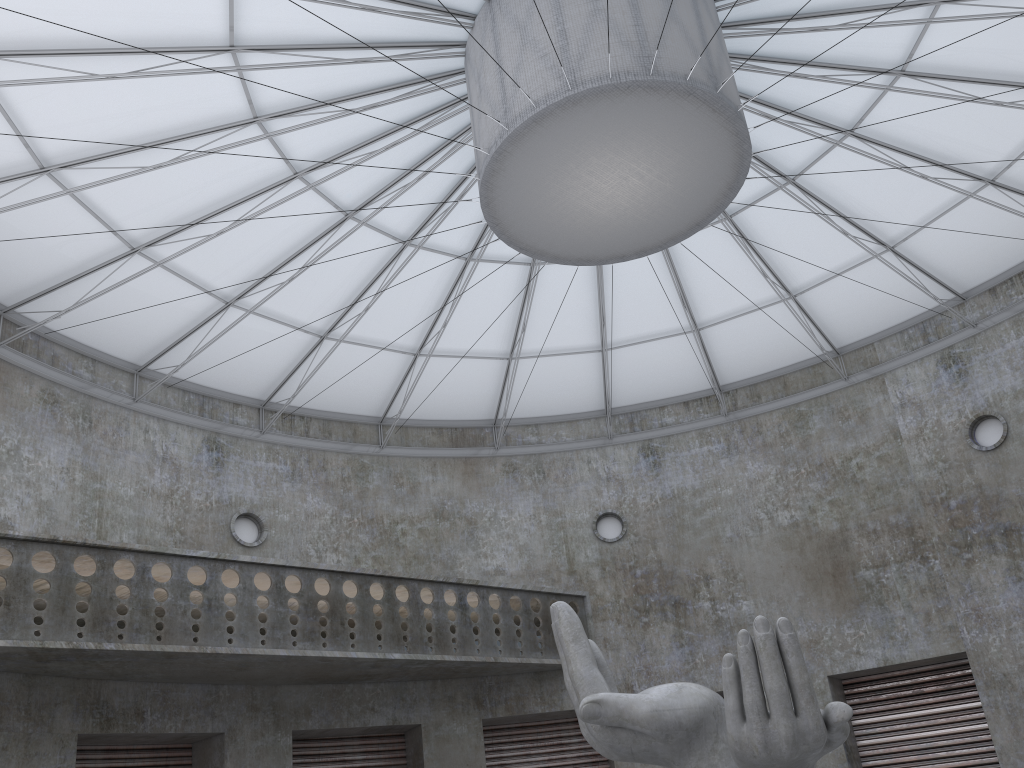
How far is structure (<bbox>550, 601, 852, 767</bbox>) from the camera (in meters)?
14.86

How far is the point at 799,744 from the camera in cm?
1486

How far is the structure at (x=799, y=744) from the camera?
14.9 meters

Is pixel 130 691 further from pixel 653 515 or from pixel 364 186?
pixel 653 515
